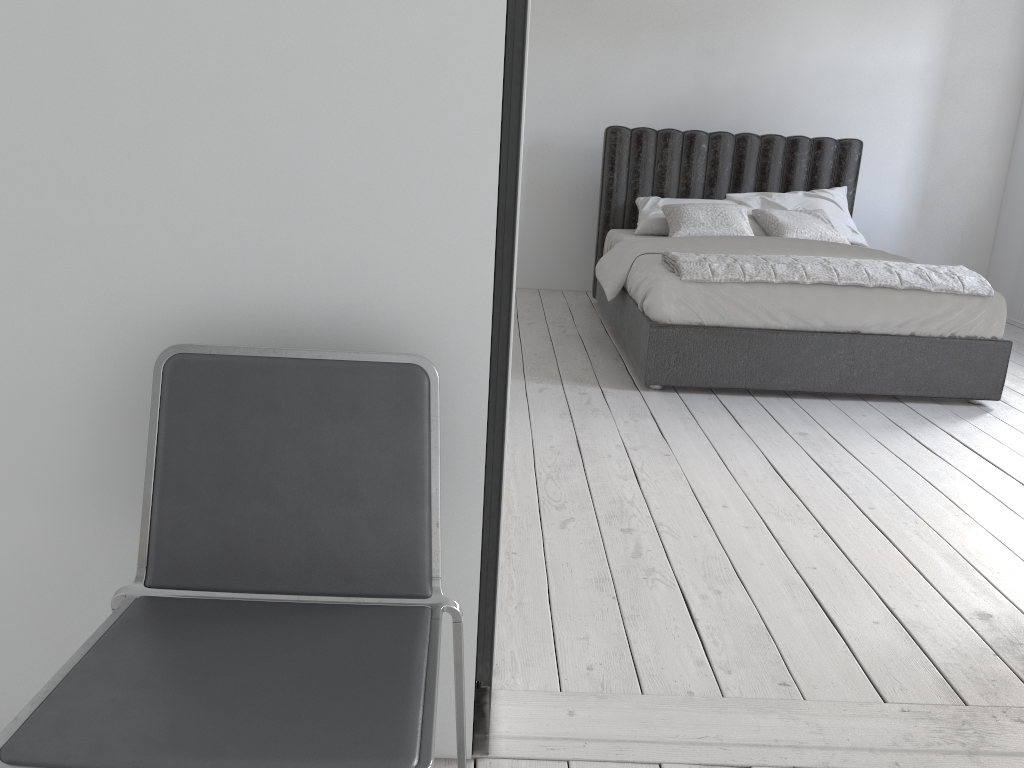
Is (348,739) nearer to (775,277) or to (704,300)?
(704,300)

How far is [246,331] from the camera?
1.4m

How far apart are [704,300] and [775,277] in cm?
33

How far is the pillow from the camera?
5.1 meters

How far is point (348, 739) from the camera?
1.00m

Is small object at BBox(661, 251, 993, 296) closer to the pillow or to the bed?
the bed

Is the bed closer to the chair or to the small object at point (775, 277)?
the small object at point (775, 277)

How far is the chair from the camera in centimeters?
100cm

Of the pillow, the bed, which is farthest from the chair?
the pillow

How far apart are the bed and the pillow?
0.04m
